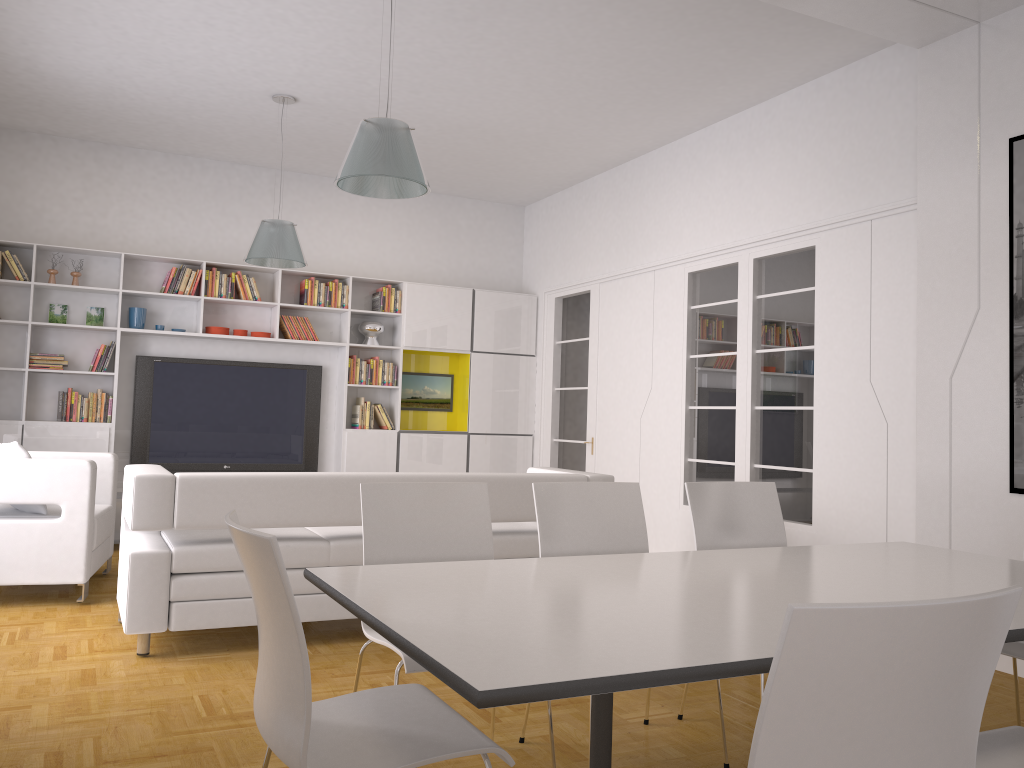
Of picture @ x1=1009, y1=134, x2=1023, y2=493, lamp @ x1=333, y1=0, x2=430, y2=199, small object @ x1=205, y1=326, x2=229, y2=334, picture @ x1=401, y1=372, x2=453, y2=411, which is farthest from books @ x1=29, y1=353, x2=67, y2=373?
picture @ x1=1009, y1=134, x2=1023, y2=493

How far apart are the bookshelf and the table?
5.8 meters

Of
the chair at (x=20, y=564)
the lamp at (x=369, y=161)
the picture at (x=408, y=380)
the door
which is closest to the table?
the lamp at (x=369, y=161)

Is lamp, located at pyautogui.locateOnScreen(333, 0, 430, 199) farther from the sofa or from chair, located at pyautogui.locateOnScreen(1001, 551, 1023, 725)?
chair, located at pyautogui.locateOnScreen(1001, 551, 1023, 725)

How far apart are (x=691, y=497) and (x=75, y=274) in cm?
610

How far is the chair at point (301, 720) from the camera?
1.7 meters

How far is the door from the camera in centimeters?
826cm

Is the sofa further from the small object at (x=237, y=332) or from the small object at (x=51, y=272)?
the small object at (x=51, y=272)

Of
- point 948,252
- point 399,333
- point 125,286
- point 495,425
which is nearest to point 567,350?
Answer: point 495,425

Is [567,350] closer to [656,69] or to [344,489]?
[656,69]
